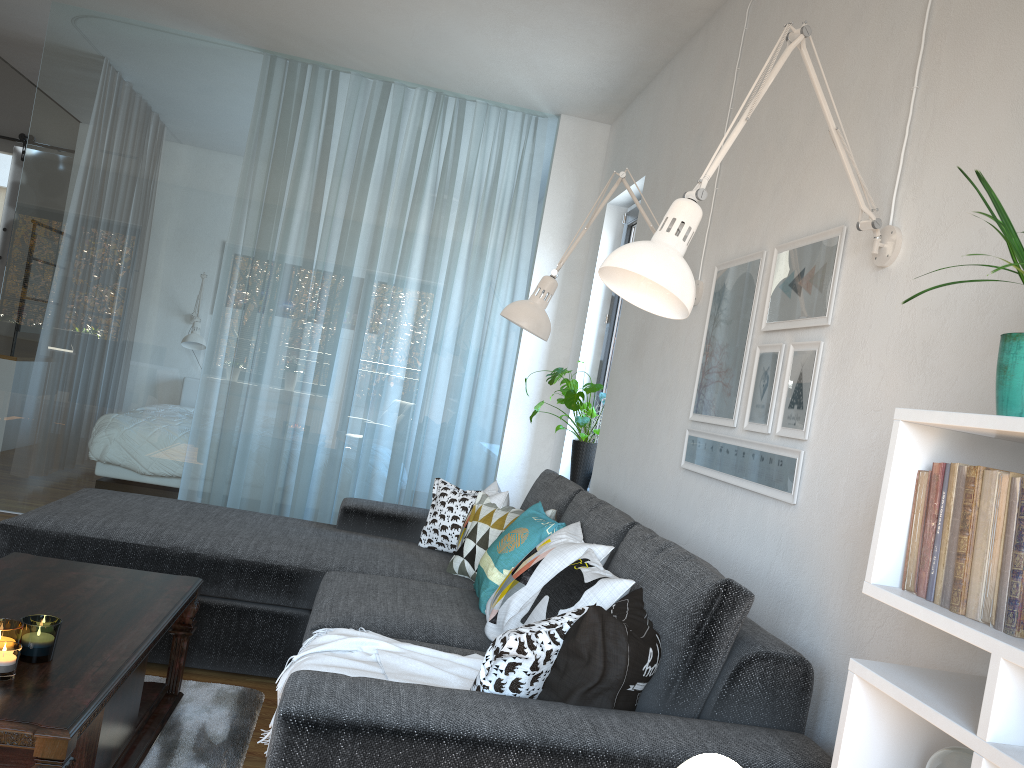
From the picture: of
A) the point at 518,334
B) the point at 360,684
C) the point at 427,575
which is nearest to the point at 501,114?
the point at 518,334

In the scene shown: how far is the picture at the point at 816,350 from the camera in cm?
221

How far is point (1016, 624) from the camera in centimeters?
112cm

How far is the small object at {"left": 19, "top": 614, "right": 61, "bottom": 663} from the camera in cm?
182

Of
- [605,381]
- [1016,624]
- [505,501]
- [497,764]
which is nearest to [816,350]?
[1016,624]

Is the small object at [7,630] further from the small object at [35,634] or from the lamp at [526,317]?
the lamp at [526,317]

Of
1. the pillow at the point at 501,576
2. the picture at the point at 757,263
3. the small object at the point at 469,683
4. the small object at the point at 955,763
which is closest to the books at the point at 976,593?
the small object at the point at 955,763

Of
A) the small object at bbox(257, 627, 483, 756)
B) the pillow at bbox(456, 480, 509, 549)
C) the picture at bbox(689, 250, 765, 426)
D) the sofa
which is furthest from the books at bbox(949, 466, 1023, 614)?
the pillow at bbox(456, 480, 509, 549)

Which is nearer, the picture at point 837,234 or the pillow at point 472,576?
the picture at point 837,234

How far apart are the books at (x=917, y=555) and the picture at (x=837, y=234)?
0.9m
